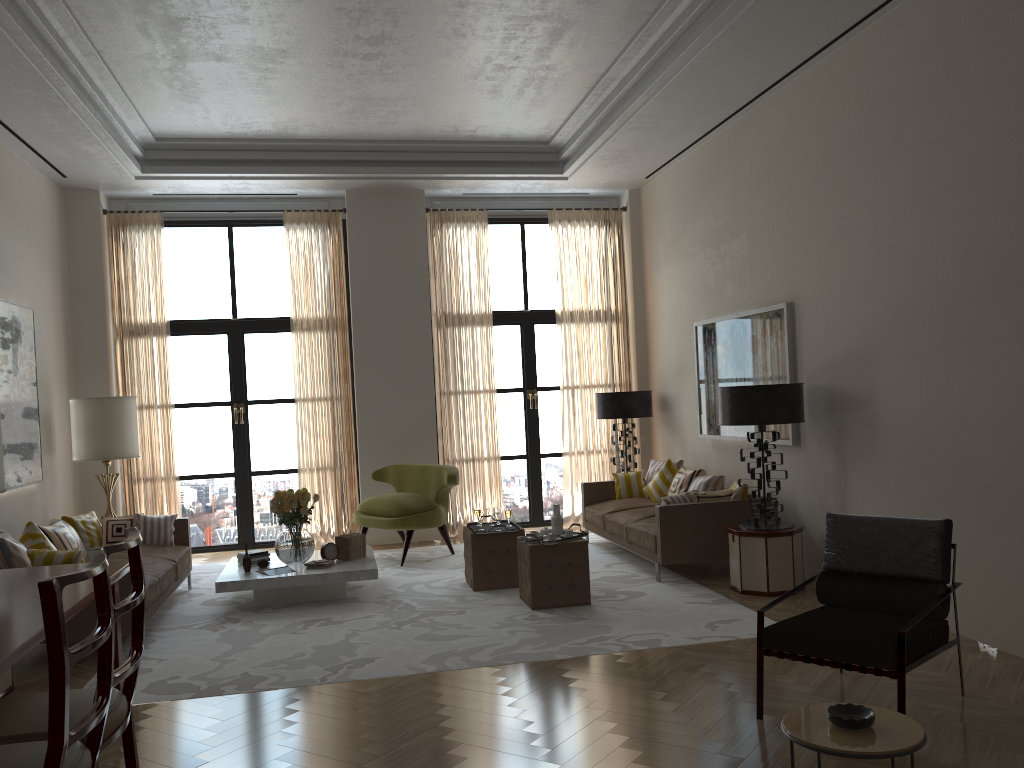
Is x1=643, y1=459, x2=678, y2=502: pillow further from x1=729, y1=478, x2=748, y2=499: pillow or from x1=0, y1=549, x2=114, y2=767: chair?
x1=0, y1=549, x2=114, y2=767: chair

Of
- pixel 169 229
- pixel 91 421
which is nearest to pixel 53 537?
pixel 91 421

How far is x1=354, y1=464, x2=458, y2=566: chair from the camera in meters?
10.9

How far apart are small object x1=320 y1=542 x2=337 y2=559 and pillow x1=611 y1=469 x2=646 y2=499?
4.07m

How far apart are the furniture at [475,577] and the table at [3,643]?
3.9m

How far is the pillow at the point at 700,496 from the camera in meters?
9.4 m

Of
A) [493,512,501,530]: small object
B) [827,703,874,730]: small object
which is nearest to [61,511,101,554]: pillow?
[493,512,501,530]: small object

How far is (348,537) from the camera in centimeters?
948cm

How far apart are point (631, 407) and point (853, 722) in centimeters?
890cm

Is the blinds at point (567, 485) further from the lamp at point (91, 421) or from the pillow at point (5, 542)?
the pillow at point (5, 542)
